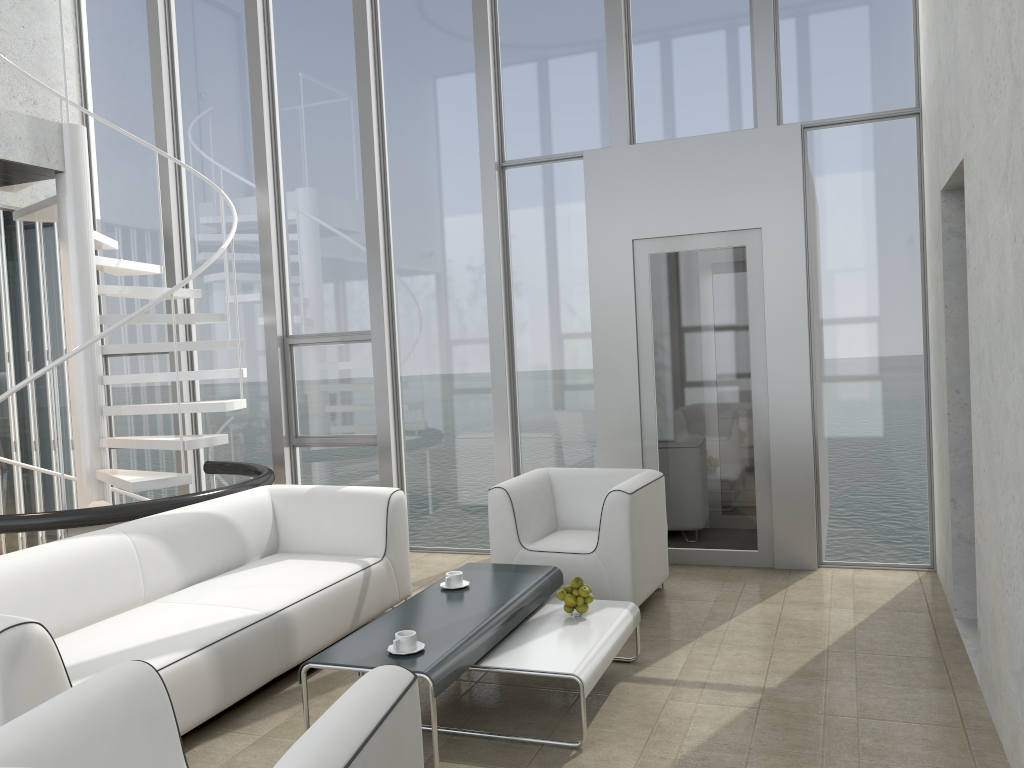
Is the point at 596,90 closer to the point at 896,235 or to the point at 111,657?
the point at 896,235

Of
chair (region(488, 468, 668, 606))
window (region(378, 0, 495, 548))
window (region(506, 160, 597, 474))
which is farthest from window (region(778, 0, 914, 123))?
chair (region(488, 468, 668, 606))

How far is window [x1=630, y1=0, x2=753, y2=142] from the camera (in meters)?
5.51

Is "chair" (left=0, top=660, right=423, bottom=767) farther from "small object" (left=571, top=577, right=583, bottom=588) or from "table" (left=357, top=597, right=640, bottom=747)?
"small object" (left=571, top=577, right=583, bottom=588)

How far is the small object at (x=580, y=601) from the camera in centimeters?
377cm

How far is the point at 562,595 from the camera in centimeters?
380cm

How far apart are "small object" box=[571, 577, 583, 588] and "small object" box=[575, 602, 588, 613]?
0.09m

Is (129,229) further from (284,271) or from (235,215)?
(235,215)

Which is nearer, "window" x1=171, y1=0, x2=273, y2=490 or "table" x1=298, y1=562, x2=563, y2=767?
"table" x1=298, y1=562, x2=563, y2=767

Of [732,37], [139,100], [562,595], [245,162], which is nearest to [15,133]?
[245,162]
